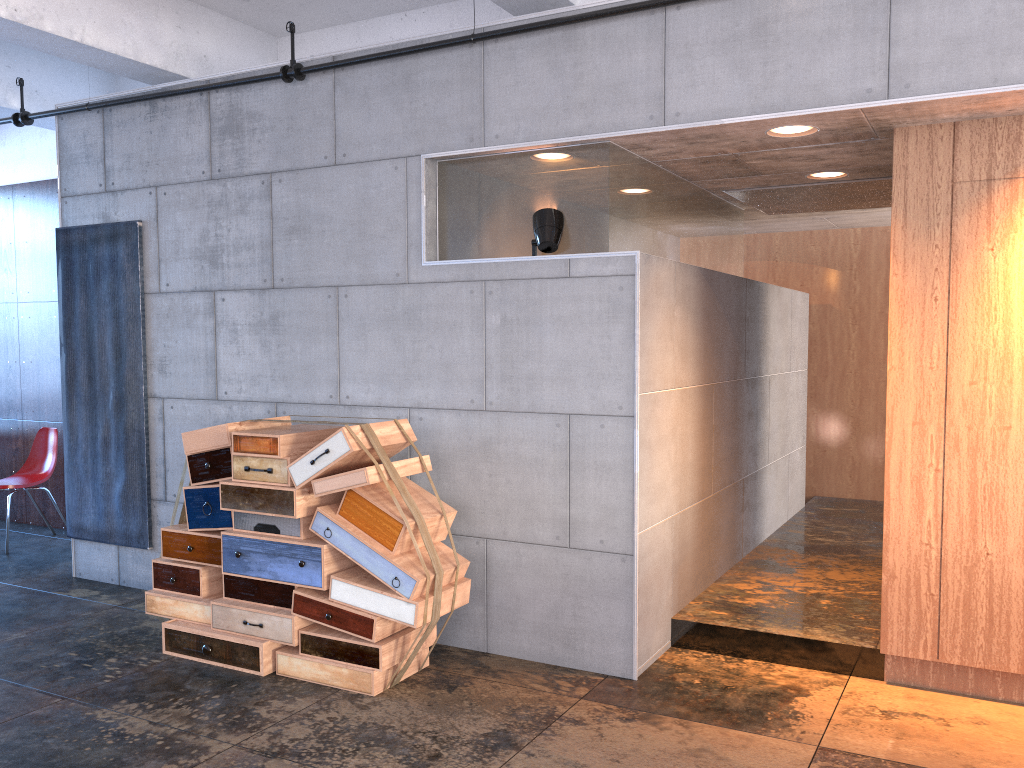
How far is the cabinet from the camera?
3.99m

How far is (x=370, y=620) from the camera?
4.3m

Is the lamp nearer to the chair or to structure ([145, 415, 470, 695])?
structure ([145, 415, 470, 695])

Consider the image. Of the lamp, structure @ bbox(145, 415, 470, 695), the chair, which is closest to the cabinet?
the lamp

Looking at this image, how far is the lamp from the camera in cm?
454

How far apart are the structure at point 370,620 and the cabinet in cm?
205

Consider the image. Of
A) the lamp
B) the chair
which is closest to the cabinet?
the lamp

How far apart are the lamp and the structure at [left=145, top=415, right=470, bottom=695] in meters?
1.2 m

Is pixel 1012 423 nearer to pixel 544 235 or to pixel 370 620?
pixel 544 235

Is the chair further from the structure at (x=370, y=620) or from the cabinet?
the cabinet
